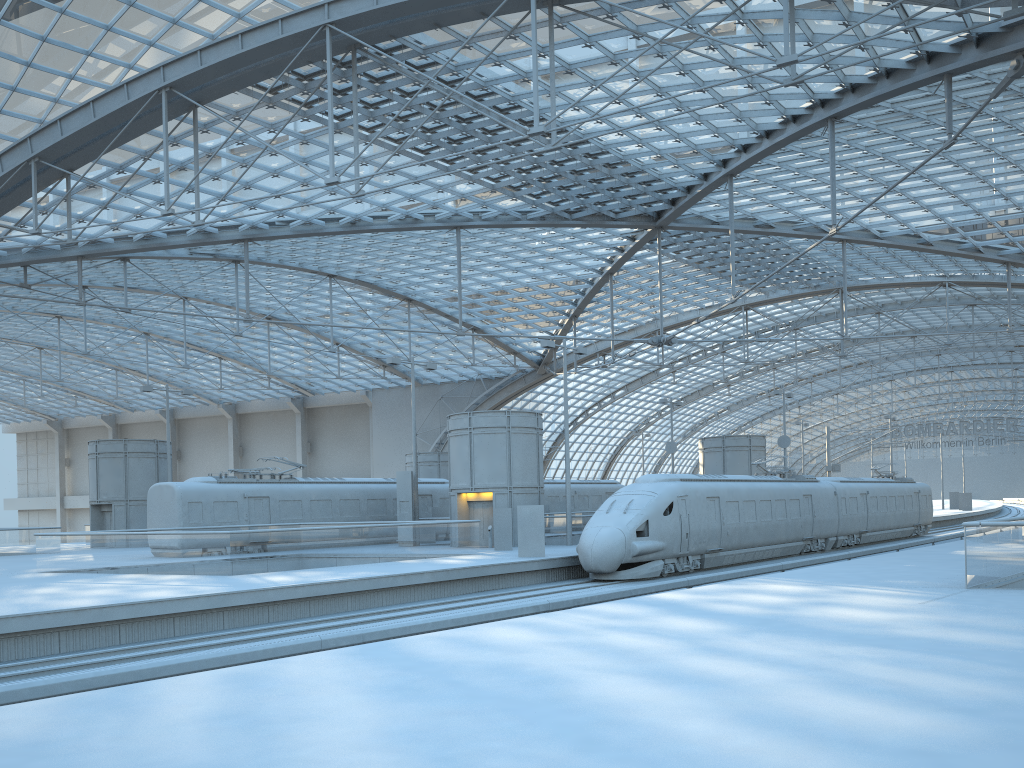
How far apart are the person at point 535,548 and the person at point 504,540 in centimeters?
430cm

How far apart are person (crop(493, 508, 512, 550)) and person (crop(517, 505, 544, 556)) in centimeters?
430cm

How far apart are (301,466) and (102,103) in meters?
16.2 m

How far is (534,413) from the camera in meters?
36.1

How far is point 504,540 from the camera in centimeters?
3210cm

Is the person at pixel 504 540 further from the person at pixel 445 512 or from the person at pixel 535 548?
the person at pixel 445 512

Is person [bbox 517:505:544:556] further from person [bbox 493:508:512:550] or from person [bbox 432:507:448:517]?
person [bbox 432:507:448:517]

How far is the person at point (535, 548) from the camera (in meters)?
27.70

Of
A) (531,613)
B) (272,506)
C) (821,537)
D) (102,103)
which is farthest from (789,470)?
(102,103)

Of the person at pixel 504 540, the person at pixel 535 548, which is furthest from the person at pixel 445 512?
the person at pixel 535 548
